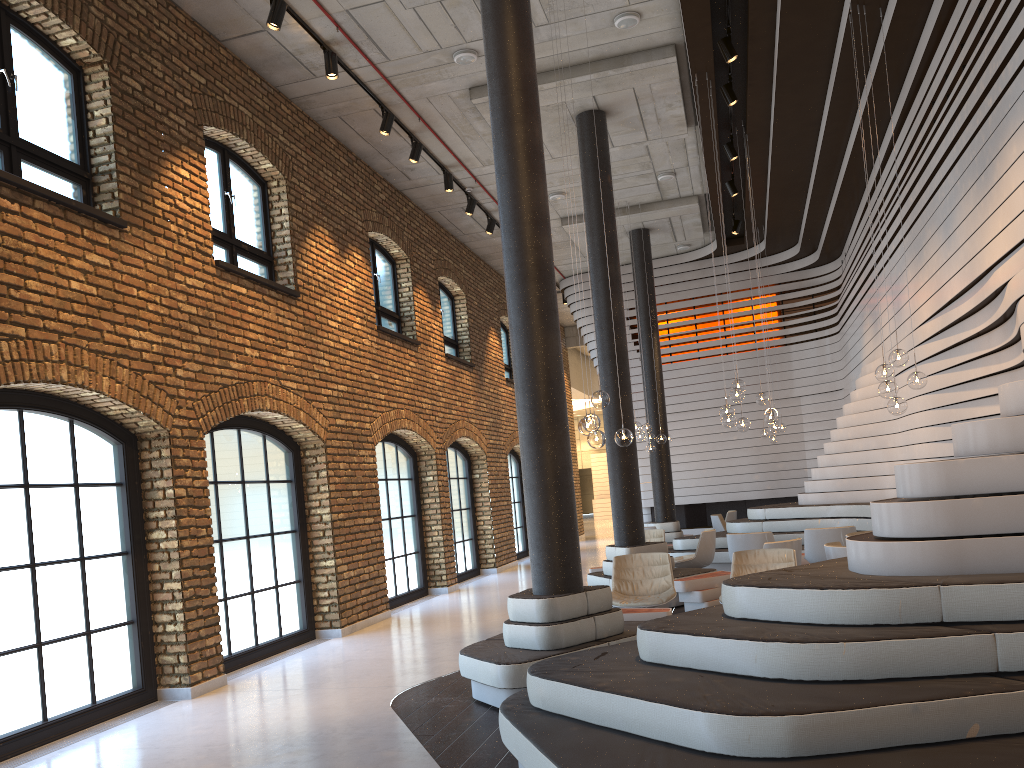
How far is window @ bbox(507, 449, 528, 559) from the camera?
19.58m

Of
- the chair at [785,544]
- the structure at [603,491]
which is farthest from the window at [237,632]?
the structure at [603,491]

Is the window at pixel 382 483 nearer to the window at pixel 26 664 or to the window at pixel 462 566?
the window at pixel 462 566

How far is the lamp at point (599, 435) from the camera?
7.72m

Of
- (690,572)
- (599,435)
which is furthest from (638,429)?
(599,435)

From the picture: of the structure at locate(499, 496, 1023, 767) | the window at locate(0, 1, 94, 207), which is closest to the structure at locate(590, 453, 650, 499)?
the structure at locate(499, 496, 1023, 767)

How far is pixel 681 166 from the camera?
13.67m

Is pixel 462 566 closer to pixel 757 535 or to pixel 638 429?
Answer: pixel 638 429

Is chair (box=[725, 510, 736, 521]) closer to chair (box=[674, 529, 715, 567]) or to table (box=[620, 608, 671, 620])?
chair (box=[674, 529, 715, 567])

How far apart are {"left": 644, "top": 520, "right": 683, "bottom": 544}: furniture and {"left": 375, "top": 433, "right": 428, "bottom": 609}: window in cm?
445
